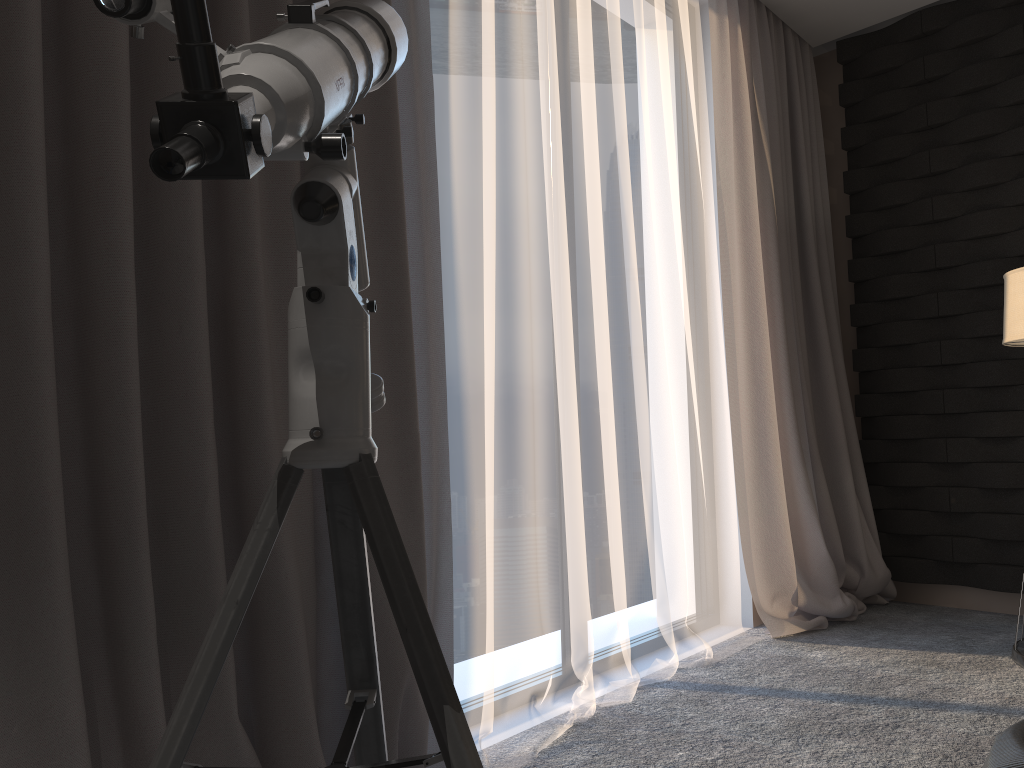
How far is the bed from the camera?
1.19m

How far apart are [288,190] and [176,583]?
0.74m

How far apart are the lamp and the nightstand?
0.94m

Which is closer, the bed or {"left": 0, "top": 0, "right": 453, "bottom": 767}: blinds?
the bed

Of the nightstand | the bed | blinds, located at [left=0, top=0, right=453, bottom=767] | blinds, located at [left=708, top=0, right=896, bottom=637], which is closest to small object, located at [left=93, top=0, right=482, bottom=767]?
blinds, located at [left=0, top=0, right=453, bottom=767]

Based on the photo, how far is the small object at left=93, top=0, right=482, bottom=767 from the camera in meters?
0.6

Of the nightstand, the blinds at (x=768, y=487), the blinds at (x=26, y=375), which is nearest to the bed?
the blinds at (x=26, y=375)

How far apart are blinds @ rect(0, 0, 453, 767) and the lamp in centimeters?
178cm

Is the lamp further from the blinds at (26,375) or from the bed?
the blinds at (26,375)

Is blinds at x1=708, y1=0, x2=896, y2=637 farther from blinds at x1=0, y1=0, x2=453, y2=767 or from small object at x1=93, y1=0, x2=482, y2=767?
small object at x1=93, y1=0, x2=482, y2=767
